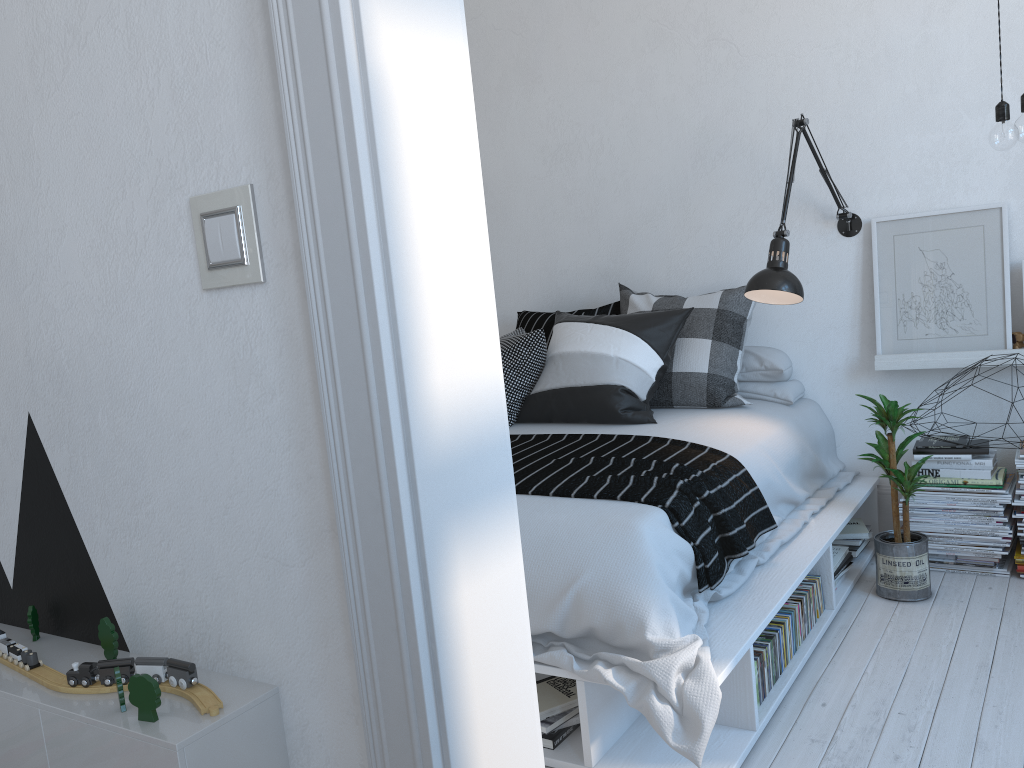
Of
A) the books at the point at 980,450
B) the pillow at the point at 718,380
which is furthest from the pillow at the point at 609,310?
the books at the point at 980,450

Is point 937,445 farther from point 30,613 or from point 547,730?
point 30,613

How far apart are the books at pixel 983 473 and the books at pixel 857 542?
0.3 meters

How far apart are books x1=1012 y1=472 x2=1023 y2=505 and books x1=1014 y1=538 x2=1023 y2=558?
0.2 meters

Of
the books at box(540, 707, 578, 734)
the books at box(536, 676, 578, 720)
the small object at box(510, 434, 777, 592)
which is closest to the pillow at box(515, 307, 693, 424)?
the small object at box(510, 434, 777, 592)

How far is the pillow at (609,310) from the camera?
3.8m

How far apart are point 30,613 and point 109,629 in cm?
27

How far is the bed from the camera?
1.94m

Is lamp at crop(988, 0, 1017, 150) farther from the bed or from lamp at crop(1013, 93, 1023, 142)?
the bed

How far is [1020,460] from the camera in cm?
296
